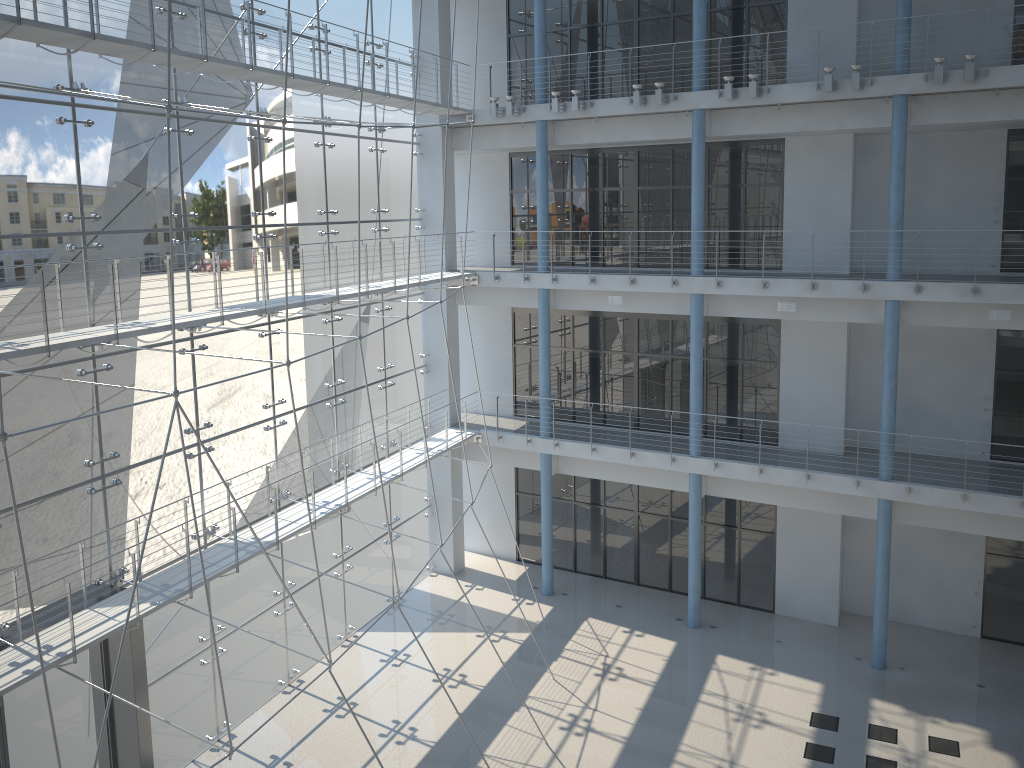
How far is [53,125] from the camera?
1.6m

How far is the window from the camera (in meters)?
1.62

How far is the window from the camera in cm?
162
